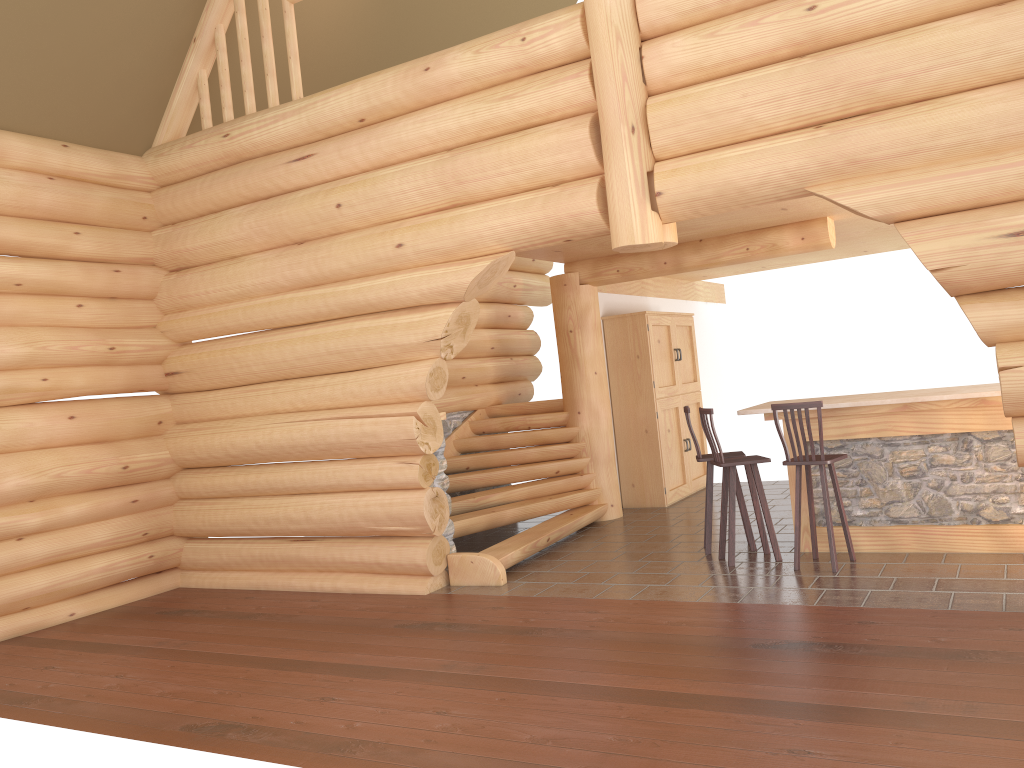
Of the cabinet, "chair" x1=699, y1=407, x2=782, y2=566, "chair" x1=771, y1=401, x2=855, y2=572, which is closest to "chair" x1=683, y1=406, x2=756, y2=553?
"chair" x1=699, y1=407, x2=782, y2=566

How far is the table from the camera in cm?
686

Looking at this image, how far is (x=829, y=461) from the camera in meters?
6.8

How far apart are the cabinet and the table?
3.0m

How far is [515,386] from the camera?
11.48m

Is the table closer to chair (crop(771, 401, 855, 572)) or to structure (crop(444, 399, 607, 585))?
chair (crop(771, 401, 855, 572))

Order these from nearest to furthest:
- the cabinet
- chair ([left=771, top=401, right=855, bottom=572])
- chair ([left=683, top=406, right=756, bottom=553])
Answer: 1. chair ([left=771, top=401, right=855, bottom=572])
2. chair ([left=683, top=406, right=756, bottom=553])
3. the cabinet

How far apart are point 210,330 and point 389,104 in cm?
294

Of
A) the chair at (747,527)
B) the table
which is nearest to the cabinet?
the chair at (747,527)

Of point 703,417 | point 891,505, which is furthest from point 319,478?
point 891,505
